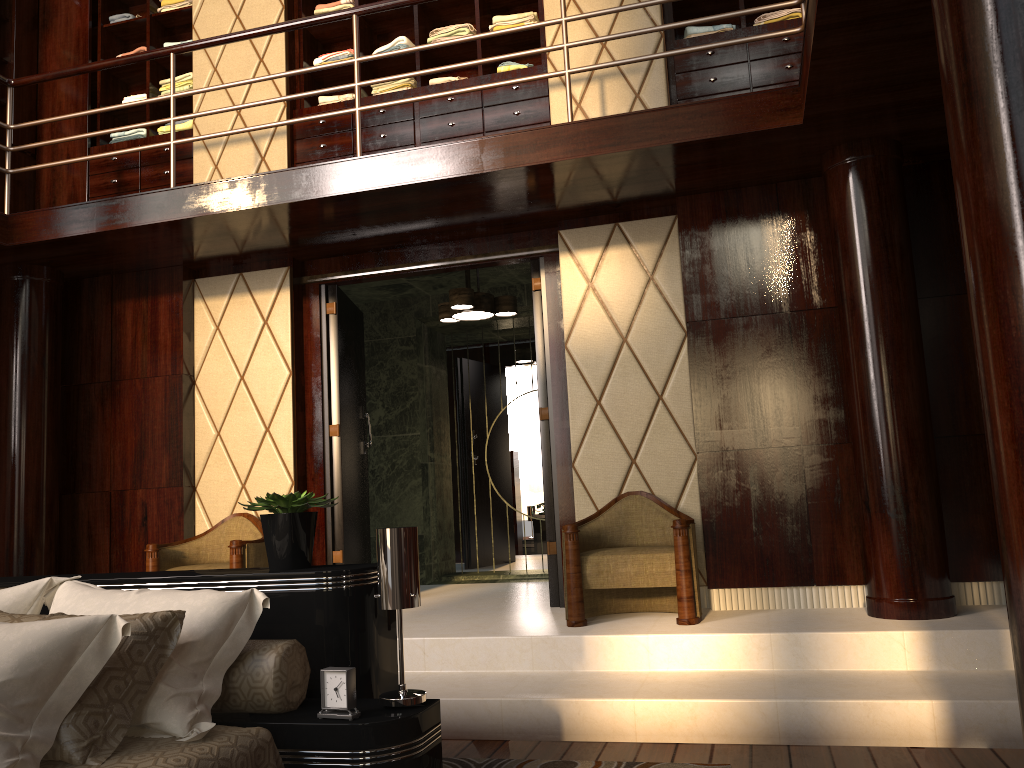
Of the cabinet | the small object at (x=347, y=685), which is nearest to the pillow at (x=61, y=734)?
the small object at (x=347, y=685)

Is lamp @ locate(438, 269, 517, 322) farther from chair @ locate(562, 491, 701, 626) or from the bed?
the bed

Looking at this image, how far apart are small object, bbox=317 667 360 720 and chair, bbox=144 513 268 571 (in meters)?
2.40

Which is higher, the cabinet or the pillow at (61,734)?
the cabinet

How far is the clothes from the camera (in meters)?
4.53

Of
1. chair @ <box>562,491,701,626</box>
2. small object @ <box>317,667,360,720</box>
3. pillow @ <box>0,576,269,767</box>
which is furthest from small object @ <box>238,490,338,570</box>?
chair @ <box>562,491,701,626</box>

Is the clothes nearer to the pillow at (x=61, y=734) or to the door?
the door

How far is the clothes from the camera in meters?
4.5

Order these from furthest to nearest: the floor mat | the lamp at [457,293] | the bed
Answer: Result: 1. the lamp at [457,293]
2. the floor mat
3. the bed

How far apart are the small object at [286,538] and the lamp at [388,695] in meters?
0.3 m
